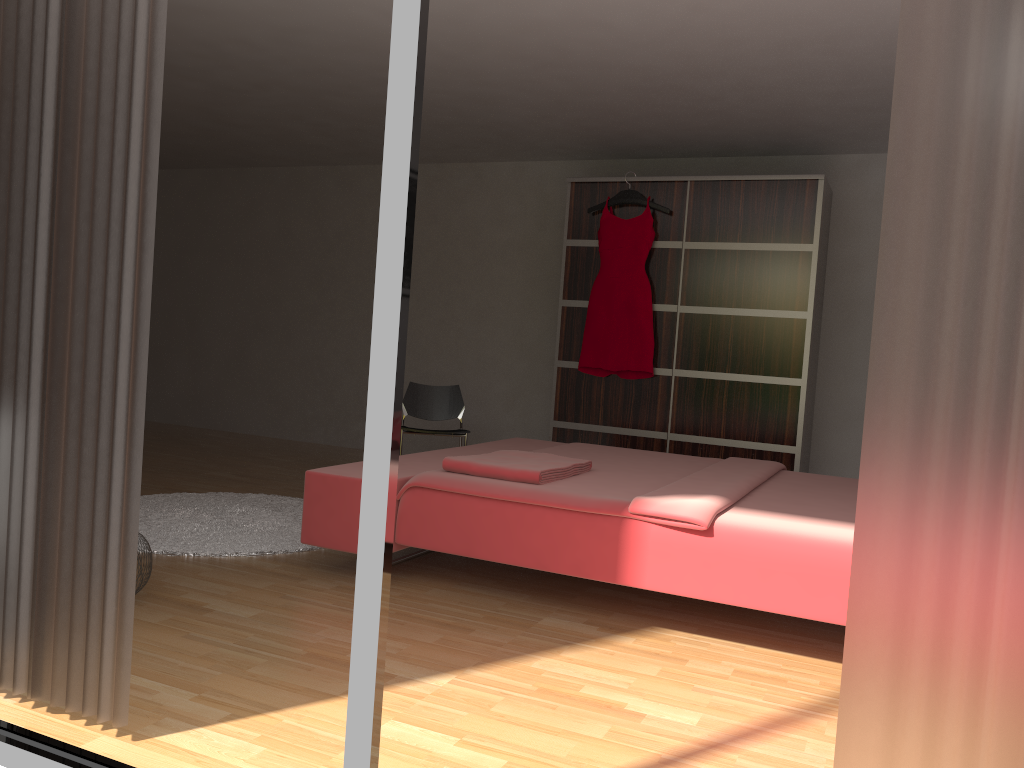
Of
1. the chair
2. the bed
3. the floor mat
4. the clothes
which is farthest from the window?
the clothes

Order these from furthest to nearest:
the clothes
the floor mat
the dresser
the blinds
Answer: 1. the clothes
2. the dresser
3. the floor mat
4. the blinds

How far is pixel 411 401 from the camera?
5.4 meters

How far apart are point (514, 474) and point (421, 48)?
1.9 meters

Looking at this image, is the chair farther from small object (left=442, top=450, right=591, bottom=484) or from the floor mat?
small object (left=442, top=450, right=591, bottom=484)

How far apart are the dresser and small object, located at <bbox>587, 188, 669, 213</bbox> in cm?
6

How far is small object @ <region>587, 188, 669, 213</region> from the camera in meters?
5.4 m

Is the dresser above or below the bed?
above

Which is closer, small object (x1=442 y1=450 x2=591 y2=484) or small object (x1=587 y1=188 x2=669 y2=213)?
small object (x1=442 y1=450 x2=591 y2=484)

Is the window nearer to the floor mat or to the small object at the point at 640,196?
the floor mat
